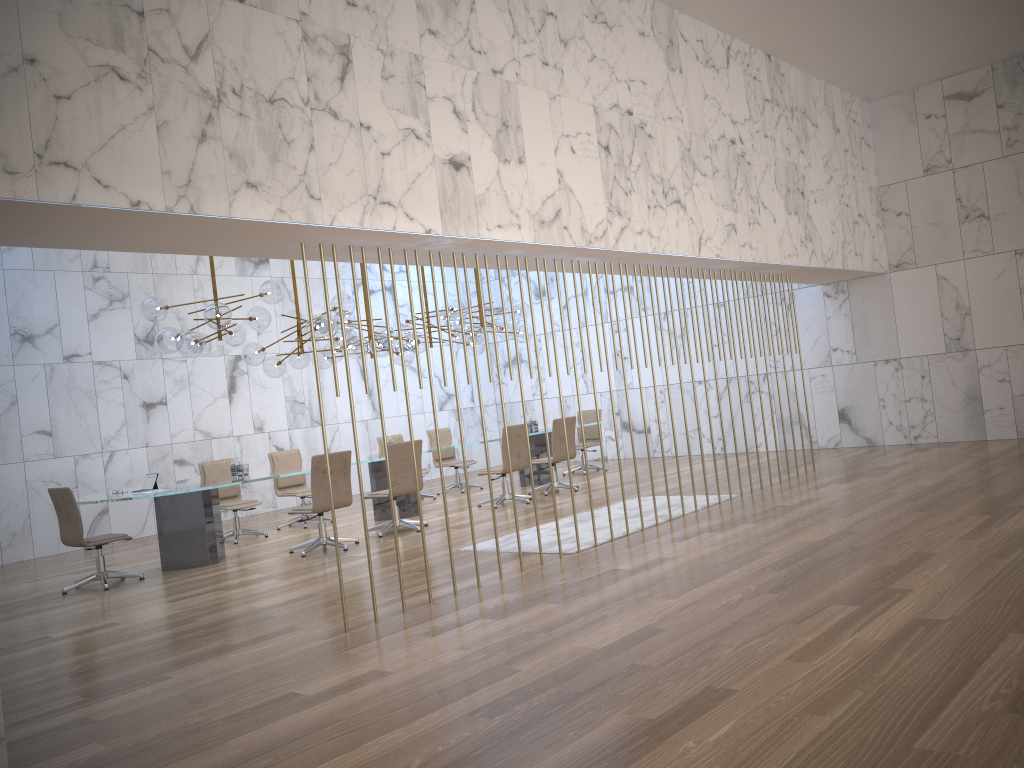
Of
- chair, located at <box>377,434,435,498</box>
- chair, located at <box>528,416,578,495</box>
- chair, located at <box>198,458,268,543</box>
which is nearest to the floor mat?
chair, located at <box>528,416,578,495</box>

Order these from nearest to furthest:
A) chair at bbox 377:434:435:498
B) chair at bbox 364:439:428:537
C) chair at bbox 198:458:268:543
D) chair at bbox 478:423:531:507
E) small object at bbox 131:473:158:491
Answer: small object at bbox 131:473:158:491 < chair at bbox 364:439:428:537 < chair at bbox 198:458:268:543 < chair at bbox 478:423:531:507 < chair at bbox 377:434:435:498

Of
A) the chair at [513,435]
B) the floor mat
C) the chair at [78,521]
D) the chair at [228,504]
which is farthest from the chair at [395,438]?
the chair at [78,521]

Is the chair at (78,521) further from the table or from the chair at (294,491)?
the chair at (294,491)

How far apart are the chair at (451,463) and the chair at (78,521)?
5.69m

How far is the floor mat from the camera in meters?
7.8 m

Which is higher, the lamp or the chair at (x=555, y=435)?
the lamp

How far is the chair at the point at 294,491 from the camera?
11.5 meters

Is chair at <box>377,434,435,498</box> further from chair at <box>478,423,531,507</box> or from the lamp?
chair at <box>478,423,531,507</box>

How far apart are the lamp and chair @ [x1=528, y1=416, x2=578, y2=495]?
1.4m
